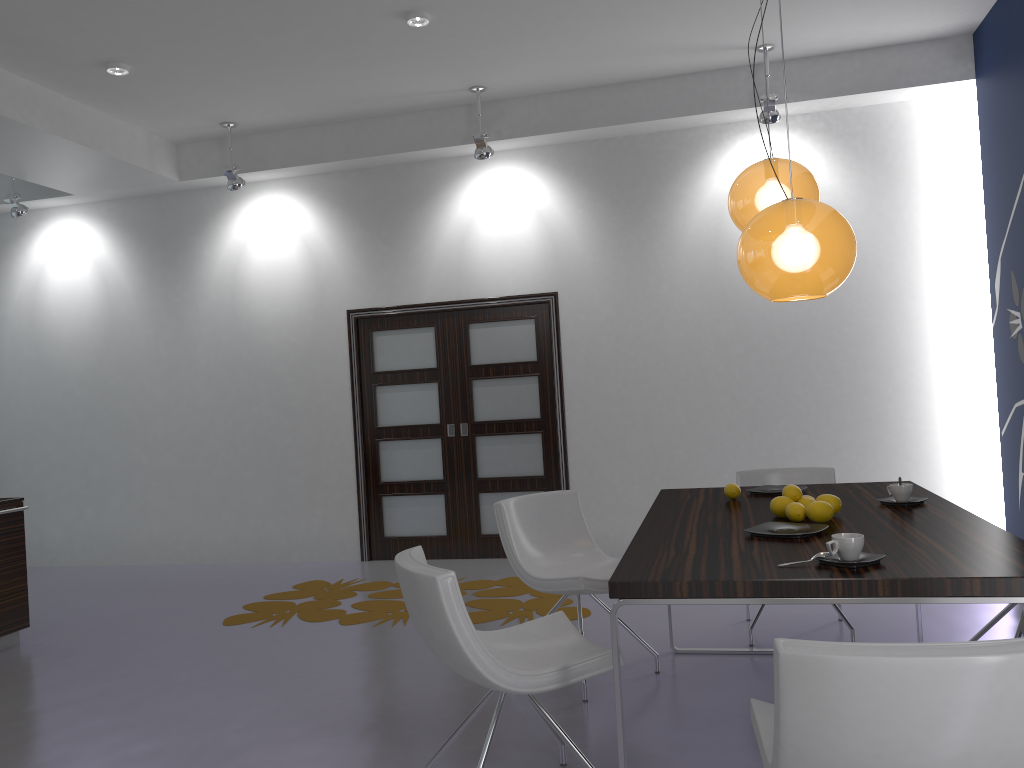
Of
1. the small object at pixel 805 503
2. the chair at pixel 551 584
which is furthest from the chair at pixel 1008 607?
the chair at pixel 551 584

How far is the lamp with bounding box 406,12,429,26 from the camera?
5.07m

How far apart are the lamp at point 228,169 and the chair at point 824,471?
4.4m

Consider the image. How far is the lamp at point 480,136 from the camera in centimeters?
633cm

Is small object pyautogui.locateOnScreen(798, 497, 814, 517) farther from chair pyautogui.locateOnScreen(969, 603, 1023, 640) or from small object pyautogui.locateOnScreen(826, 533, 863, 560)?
chair pyautogui.locateOnScreen(969, 603, 1023, 640)

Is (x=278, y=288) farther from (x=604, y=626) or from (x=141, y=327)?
(x=604, y=626)

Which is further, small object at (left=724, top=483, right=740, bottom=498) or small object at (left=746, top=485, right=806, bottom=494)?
small object at (left=746, top=485, right=806, bottom=494)

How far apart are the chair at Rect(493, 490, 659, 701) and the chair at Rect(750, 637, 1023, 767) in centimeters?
156cm

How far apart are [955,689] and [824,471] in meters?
3.3 m

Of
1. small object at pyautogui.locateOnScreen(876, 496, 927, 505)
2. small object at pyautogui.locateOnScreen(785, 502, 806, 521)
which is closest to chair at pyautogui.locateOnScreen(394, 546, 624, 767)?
small object at pyautogui.locateOnScreen(785, 502, 806, 521)
